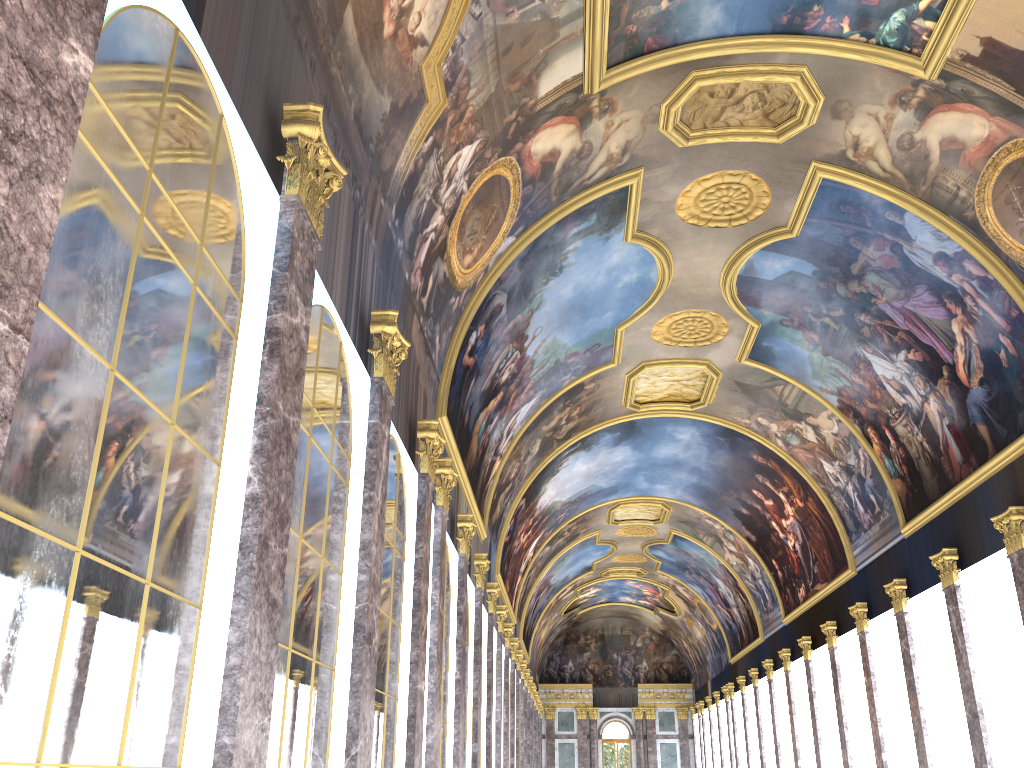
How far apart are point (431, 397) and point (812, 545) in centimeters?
2064cm
